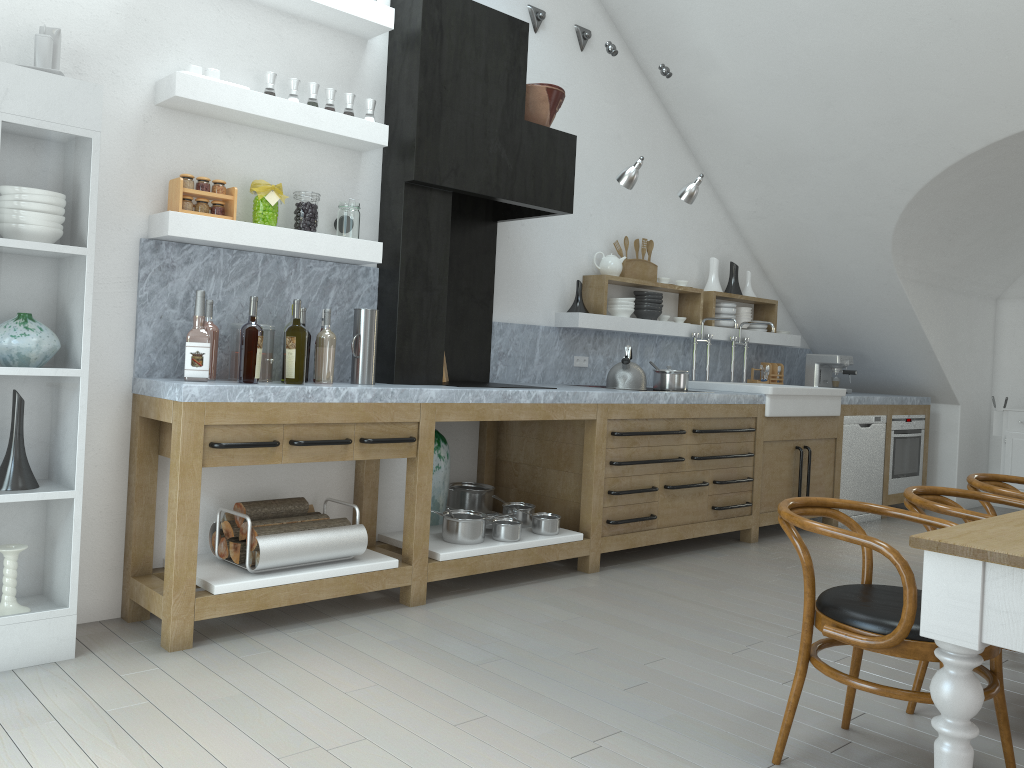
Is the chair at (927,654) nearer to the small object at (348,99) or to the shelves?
the shelves

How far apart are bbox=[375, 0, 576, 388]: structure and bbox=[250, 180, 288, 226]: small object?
0.60m

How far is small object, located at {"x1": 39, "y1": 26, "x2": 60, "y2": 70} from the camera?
3.1 meters

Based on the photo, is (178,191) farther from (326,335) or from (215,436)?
(215,436)

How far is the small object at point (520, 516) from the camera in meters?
4.7

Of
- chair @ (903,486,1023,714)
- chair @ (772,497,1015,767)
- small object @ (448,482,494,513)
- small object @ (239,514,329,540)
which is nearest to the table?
chair @ (772,497,1015,767)

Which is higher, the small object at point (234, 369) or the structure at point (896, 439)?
the small object at point (234, 369)

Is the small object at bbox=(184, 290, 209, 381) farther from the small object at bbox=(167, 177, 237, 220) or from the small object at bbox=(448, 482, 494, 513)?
the small object at bbox=(448, 482, 494, 513)

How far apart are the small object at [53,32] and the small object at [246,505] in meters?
1.8 m

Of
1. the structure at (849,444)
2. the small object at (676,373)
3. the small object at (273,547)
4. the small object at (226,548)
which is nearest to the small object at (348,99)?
the small object at (273,547)
